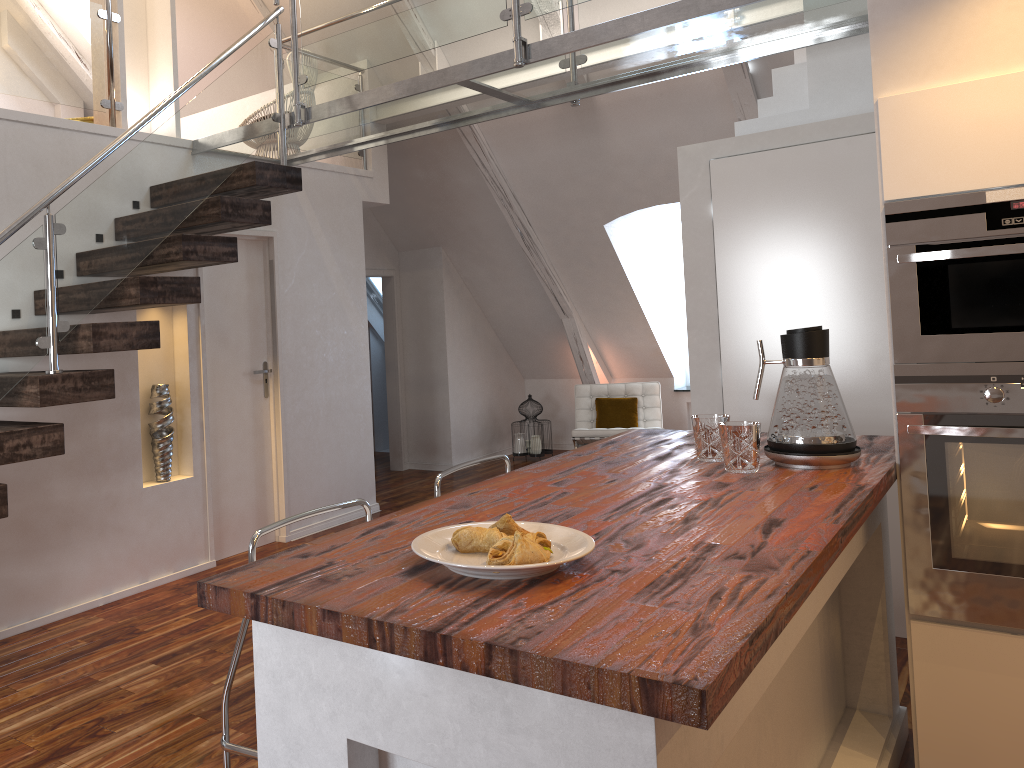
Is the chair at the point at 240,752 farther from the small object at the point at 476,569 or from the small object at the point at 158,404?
the small object at the point at 158,404

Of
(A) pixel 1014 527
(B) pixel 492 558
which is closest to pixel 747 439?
(A) pixel 1014 527

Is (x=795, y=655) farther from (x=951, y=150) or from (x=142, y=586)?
(x=142, y=586)

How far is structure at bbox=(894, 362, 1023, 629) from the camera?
2.2m

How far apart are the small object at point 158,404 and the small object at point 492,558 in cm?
319

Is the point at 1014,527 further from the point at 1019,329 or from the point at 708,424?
the point at 708,424

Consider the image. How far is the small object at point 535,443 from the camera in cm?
764

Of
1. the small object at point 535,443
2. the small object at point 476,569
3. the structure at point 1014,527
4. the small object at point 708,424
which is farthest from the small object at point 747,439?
the small object at point 535,443

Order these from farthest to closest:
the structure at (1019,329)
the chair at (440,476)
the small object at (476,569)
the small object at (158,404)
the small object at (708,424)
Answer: the small object at (158,404) → the chair at (440,476) → the small object at (708,424) → the structure at (1019,329) → the small object at (476,569)

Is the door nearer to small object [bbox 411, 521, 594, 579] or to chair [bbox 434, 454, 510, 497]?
chair [bbox 434, 454, 510, 497]
